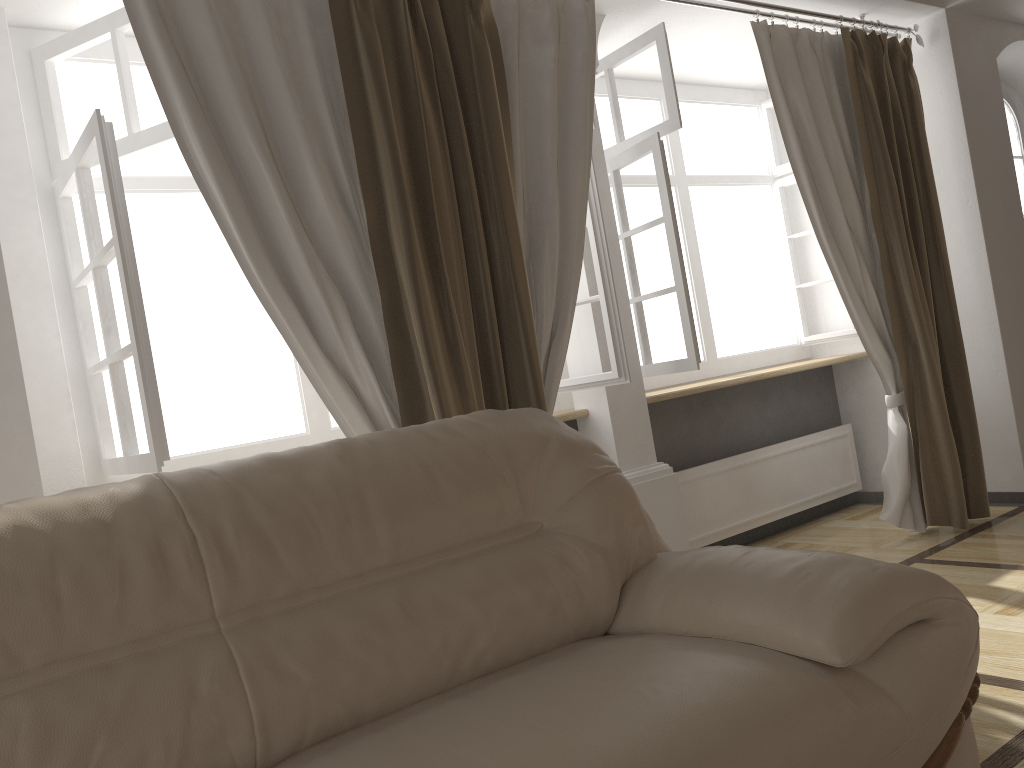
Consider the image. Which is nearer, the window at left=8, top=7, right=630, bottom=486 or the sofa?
the sofa

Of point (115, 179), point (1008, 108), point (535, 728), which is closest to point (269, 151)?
point (115, 179)

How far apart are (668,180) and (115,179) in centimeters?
199cm

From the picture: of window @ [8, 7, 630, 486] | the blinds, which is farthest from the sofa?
window @ [8, 7, 630, 486]

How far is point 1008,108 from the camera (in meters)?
4.82

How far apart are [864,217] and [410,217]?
2.3m

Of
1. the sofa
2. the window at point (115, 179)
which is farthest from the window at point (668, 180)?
the sofa

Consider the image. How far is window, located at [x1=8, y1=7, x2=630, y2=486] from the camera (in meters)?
2.23

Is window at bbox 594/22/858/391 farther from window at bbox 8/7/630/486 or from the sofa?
the sofa

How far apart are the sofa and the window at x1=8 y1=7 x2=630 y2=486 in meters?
0.7 m
